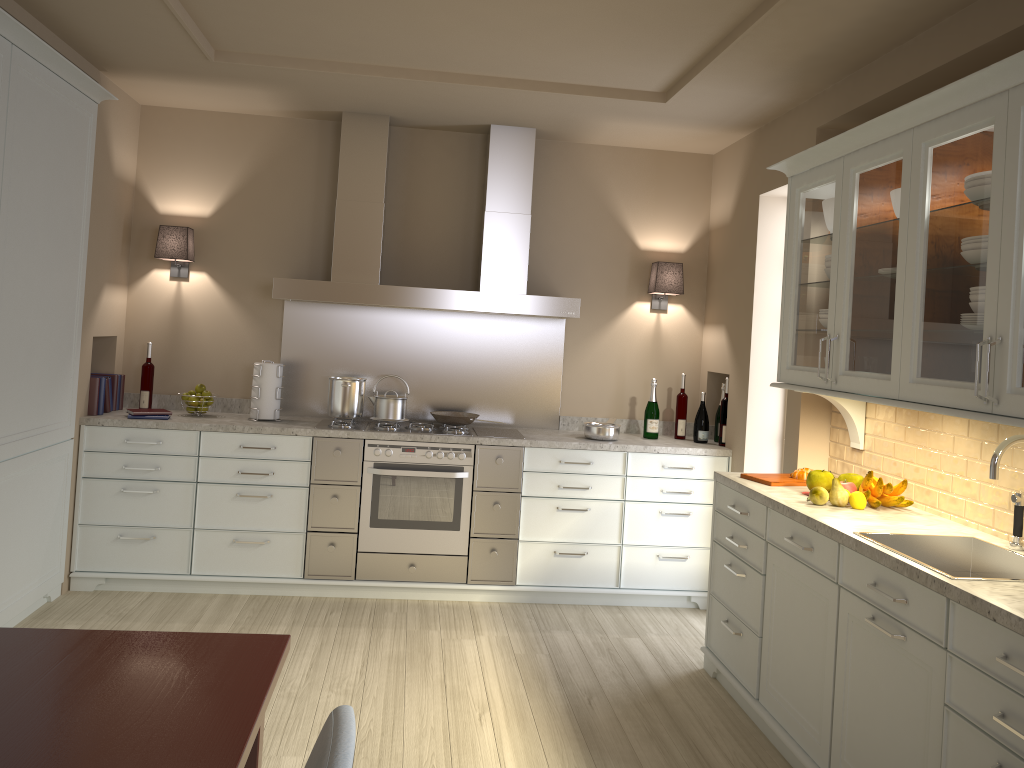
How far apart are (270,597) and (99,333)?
1.6 meters

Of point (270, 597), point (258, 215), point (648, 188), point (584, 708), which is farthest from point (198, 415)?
point (648, 188)

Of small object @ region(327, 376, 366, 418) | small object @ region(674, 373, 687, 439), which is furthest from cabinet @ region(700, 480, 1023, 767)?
small object @ region(327, 376, 366, 418)

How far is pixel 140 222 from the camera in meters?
4.7

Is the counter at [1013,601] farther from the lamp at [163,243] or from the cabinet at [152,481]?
the lamp at [163,243]

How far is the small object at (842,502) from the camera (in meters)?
3.04

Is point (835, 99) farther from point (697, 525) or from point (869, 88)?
point (697, 525)

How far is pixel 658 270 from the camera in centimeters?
485cm

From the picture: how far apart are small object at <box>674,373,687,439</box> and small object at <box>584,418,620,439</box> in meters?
0.4 m

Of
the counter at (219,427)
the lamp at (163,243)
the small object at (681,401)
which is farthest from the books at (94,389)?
the small object at (681,401)
